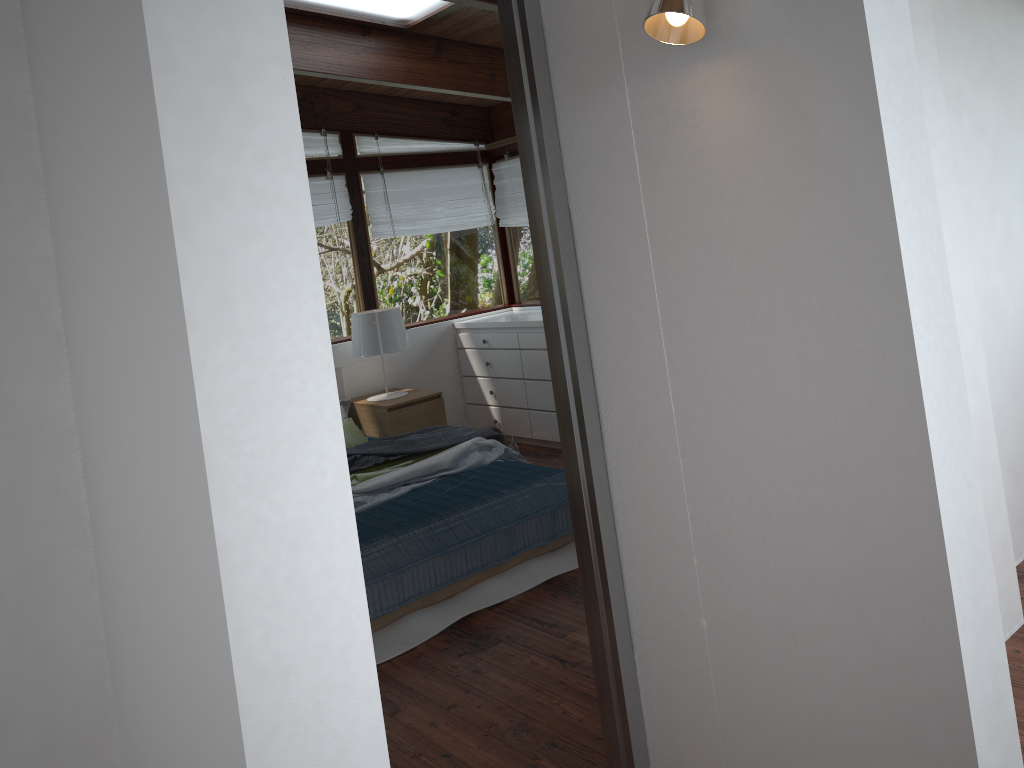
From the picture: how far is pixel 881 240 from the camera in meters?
1.5

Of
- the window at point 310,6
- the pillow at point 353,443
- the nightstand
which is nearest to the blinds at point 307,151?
the window at point 310,6

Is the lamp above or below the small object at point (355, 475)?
above

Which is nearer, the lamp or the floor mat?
the floor mat

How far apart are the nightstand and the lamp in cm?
8

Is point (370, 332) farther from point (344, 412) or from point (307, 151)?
point (307, 151)

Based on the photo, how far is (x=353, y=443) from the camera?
5.24m

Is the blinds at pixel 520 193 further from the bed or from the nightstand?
the bed

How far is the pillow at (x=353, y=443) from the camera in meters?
5.2 m

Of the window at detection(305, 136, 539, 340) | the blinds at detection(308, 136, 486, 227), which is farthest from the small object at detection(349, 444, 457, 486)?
the blinds at detection(308, 136, 486, 227)
